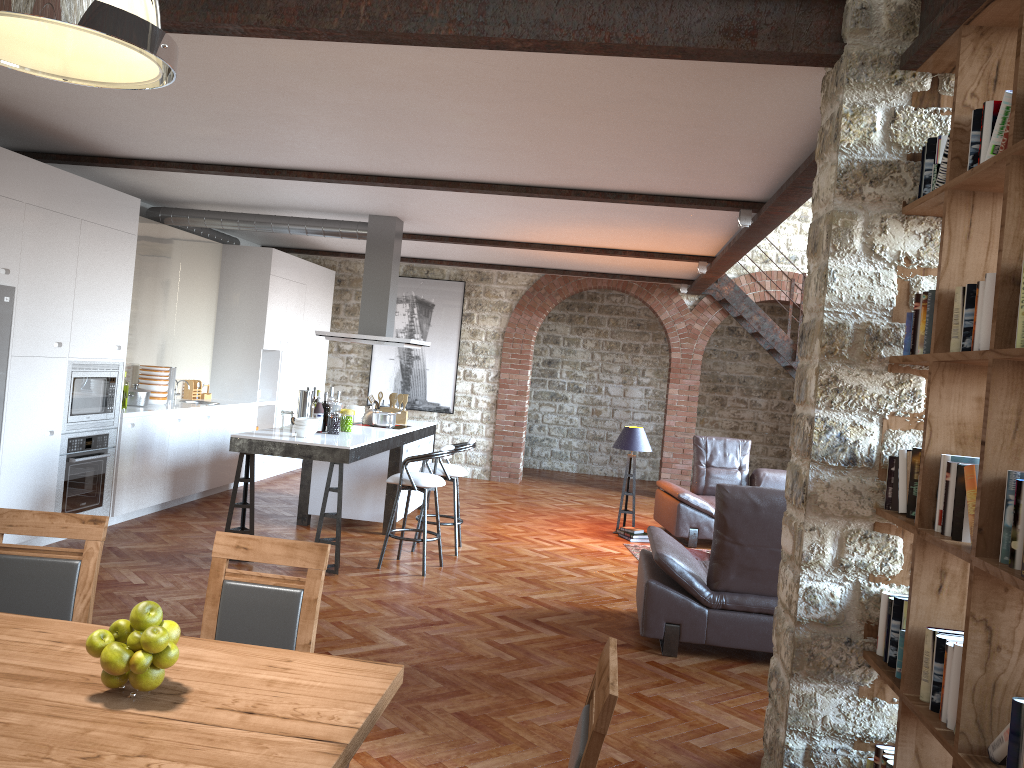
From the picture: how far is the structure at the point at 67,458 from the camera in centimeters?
658cm

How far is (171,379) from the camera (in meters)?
8.68

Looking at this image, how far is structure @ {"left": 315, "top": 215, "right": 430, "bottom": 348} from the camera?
8.3 meters

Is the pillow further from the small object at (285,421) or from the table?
the table

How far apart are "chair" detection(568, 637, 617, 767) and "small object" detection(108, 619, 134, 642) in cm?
108

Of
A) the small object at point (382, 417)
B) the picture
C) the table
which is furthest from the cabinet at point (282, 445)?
the table

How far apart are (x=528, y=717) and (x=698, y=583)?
1.54m

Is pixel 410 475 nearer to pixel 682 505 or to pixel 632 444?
pixel 632 444

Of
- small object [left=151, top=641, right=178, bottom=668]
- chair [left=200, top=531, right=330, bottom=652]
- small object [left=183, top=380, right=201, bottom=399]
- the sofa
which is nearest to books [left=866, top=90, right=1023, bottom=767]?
chair [left=200, top=531, right=330, bottom=652]

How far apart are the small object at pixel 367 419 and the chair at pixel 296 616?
5.6 meters
